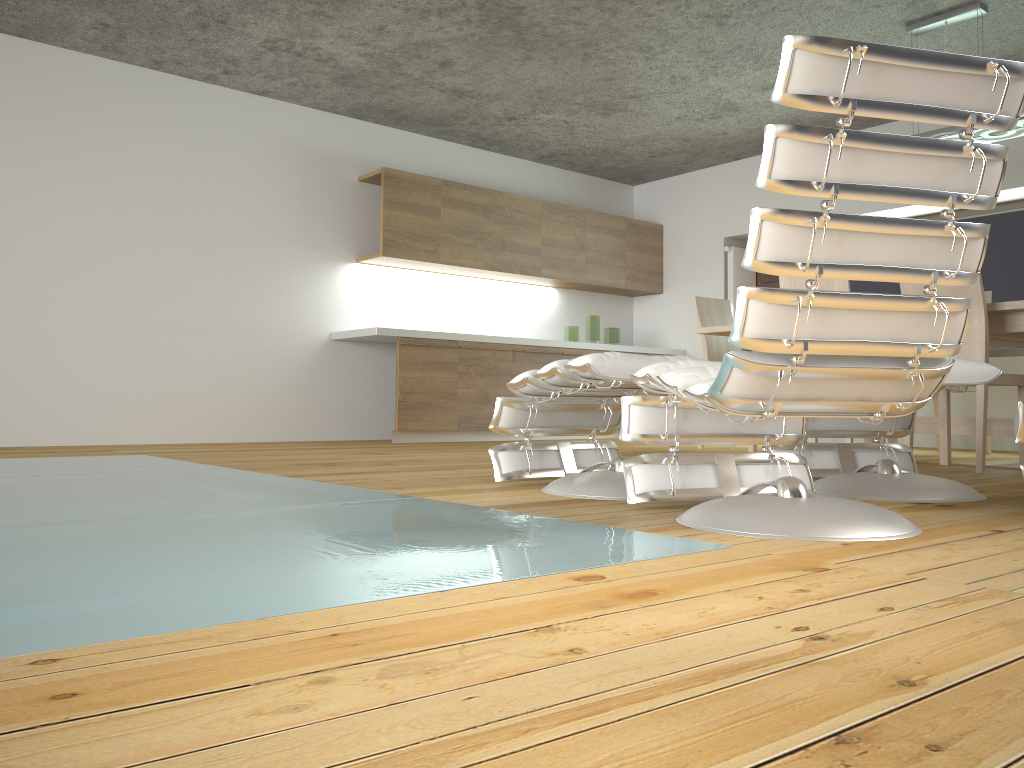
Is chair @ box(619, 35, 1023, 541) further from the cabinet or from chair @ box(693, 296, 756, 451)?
the cabinet

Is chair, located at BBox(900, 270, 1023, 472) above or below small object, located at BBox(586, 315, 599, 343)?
below

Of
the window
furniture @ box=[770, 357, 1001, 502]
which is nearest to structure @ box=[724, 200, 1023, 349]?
the window

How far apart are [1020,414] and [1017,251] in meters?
4.6

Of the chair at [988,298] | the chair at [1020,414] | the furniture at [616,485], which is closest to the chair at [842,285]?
the chair at [988,298]

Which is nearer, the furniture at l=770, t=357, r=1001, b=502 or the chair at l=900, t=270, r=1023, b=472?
the furniture at l=770, t=357, r=1001, b=502

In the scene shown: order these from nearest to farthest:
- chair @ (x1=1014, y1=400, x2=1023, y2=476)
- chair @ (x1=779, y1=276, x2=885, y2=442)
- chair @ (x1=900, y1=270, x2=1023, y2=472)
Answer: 1. chair @ (x1=1014, y1=400, x2=1023, y2=476)
2. chair @ (x1=900, y1=270, x2=1023, y2=472)
3. chair @ (x1=779, y1=276, x2=885, y2=442)

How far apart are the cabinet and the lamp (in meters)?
3.17

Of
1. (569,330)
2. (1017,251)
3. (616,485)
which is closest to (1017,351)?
(1017,251)

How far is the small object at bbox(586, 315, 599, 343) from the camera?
7.62m
